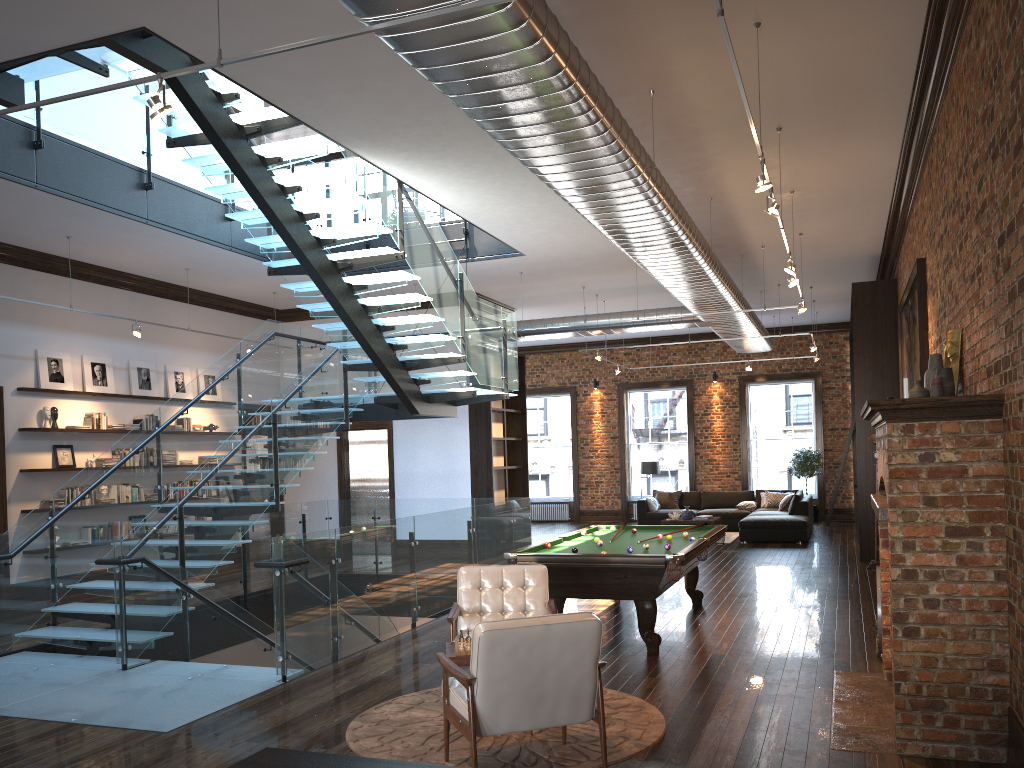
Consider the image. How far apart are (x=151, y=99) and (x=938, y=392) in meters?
4.7 m

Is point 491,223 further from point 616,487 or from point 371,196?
point 616,487

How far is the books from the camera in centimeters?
1182cm

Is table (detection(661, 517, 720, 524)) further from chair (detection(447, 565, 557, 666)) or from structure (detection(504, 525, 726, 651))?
chair (detection(447, 565, 557, 666))

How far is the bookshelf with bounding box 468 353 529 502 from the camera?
14.63m

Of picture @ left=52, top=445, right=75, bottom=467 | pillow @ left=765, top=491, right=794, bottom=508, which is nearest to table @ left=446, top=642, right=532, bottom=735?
picture @ left=52, top=445, right=75, bottom=467

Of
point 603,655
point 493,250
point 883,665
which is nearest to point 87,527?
point 603,655

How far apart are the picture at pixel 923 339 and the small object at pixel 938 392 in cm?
306

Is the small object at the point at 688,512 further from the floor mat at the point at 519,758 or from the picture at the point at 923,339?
the floor mat at the point at 519,758

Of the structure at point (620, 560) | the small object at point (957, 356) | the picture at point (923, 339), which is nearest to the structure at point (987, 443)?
the small object at point (957, 356)
